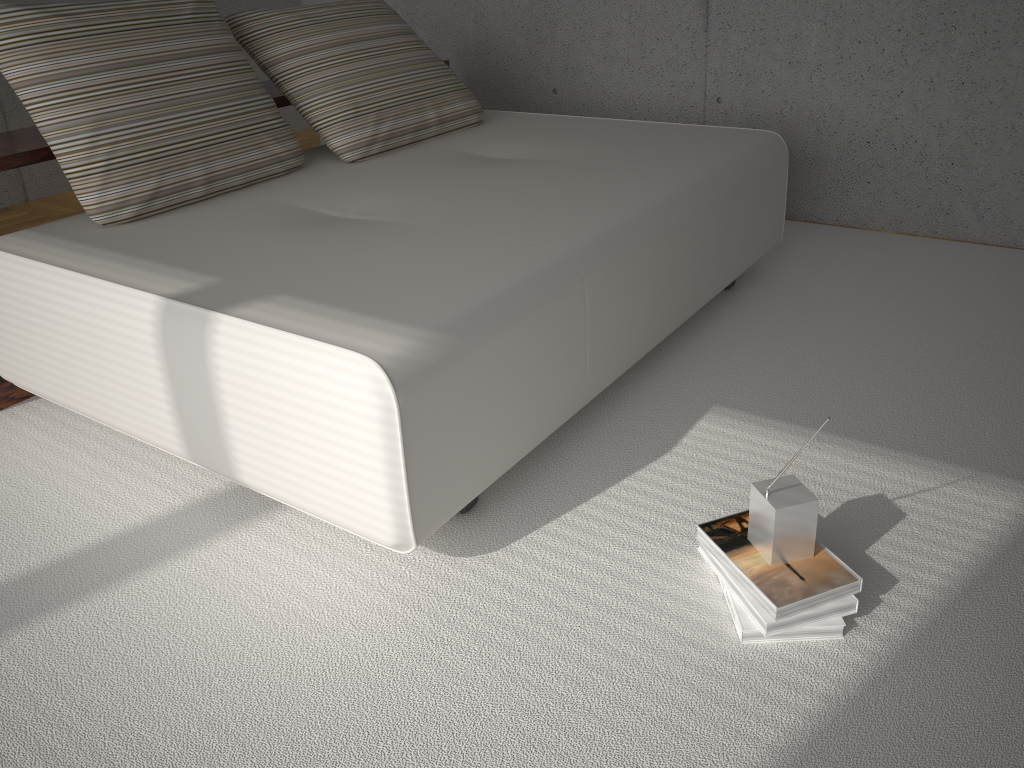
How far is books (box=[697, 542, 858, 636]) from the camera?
1.62m

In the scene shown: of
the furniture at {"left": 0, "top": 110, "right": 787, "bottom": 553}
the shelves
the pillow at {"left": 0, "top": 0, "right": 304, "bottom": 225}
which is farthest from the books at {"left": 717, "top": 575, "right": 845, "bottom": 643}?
the shelves

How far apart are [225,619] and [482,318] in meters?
0.8

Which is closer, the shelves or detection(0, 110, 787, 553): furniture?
detection(0, 110, 787, 553): furniture

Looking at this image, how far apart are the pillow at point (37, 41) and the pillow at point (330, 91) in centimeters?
11cm

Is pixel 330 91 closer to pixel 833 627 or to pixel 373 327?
pixel 373 327

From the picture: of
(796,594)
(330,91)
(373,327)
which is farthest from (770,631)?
(330,91)

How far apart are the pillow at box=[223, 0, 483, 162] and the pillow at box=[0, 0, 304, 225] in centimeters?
11cm

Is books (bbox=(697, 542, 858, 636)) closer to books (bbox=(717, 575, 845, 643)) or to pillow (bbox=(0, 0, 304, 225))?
books (bbox=(717, 575, 845, 643))

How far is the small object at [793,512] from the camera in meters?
1.6 m
